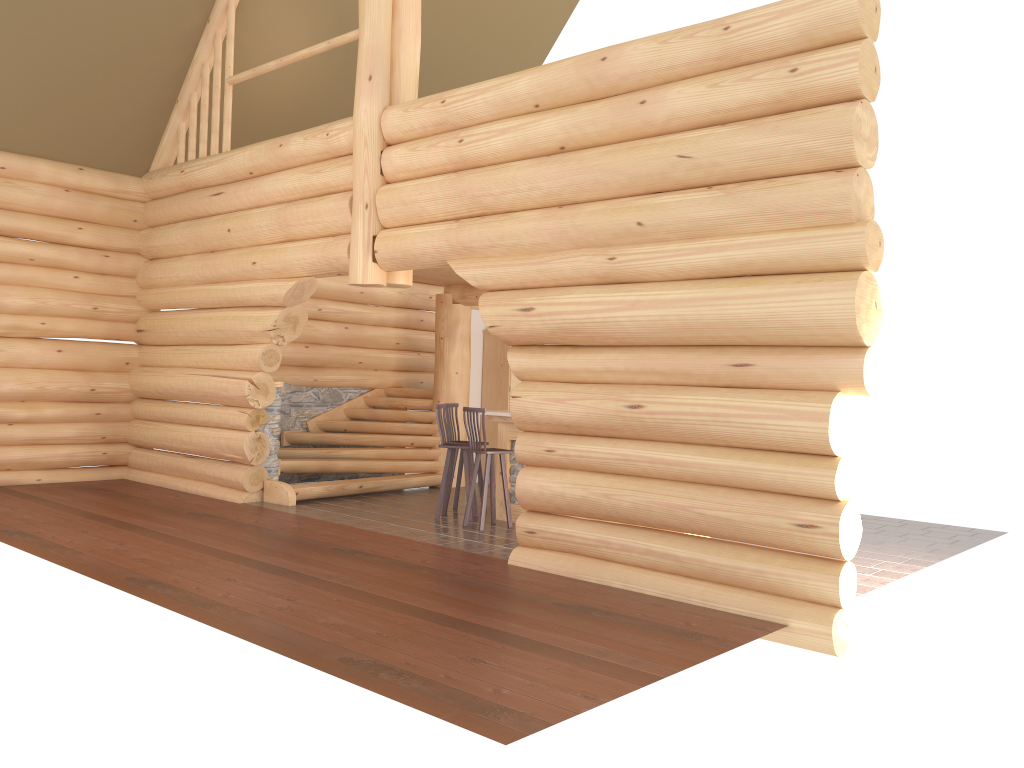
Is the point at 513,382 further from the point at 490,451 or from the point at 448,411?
the point at 490,451

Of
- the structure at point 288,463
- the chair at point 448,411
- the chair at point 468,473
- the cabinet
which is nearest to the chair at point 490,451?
the chair at point 468,473

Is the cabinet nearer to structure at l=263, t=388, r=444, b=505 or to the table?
structure at l=263, t=388, r=444, b=505

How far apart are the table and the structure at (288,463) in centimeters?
238cm

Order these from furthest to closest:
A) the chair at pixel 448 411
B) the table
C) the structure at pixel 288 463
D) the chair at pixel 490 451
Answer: the structure at pixel 288 463 → the chair at pixel 448 411 → the table → the chair at pixel 490 451

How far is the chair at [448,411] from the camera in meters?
11.0

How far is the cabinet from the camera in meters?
13.7 m

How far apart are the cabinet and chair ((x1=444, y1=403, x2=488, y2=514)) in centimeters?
272cm

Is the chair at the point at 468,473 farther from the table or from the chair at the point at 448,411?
the chair at the point at 448,411

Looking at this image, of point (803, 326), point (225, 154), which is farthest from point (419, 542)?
point (225, 154)
